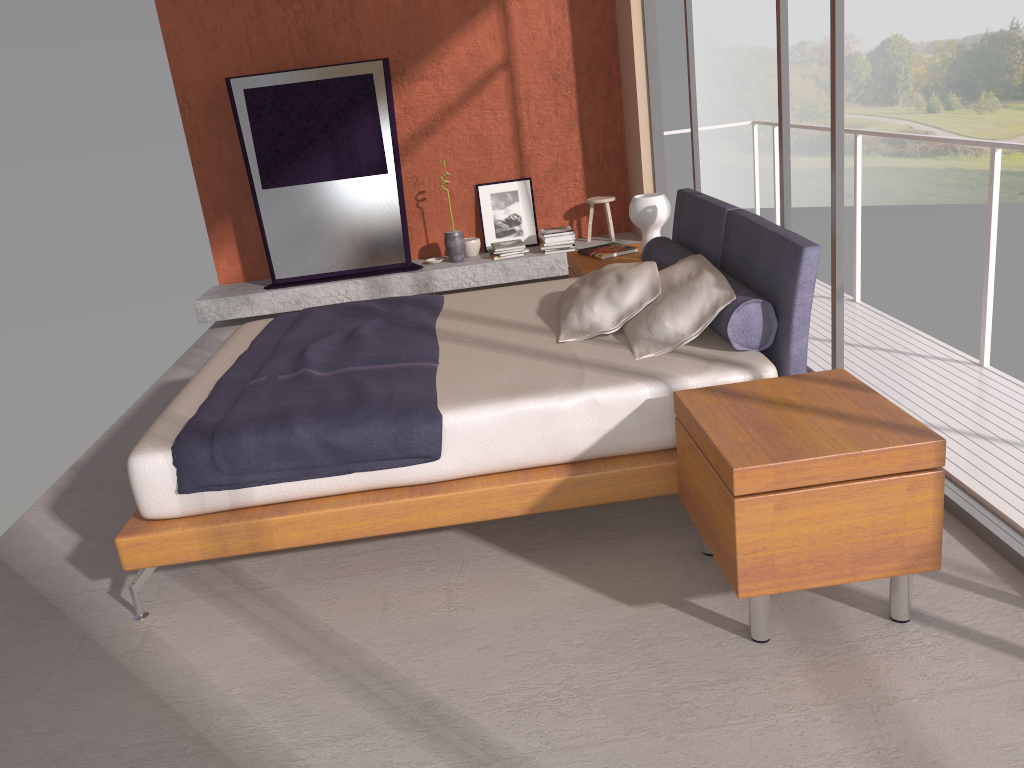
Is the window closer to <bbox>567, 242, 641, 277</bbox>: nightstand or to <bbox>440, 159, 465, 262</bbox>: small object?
<bbox>567, 242, 641, 277</bbox>: nightstand

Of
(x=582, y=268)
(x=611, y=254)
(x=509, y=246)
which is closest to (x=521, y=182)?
(x=509, y=246)

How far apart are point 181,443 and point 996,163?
3.47m

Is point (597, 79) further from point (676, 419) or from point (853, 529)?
point (853, 529)

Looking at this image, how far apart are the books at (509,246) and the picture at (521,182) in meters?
0.2

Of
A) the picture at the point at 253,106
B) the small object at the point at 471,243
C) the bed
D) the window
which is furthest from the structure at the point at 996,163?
the picture at the point at 253,106

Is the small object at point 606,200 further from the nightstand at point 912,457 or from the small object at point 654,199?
the nightstand at point 912,457

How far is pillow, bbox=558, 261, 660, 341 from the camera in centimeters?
352cm

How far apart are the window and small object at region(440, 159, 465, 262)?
2.0m

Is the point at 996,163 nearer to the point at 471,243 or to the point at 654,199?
the point at 654,199
